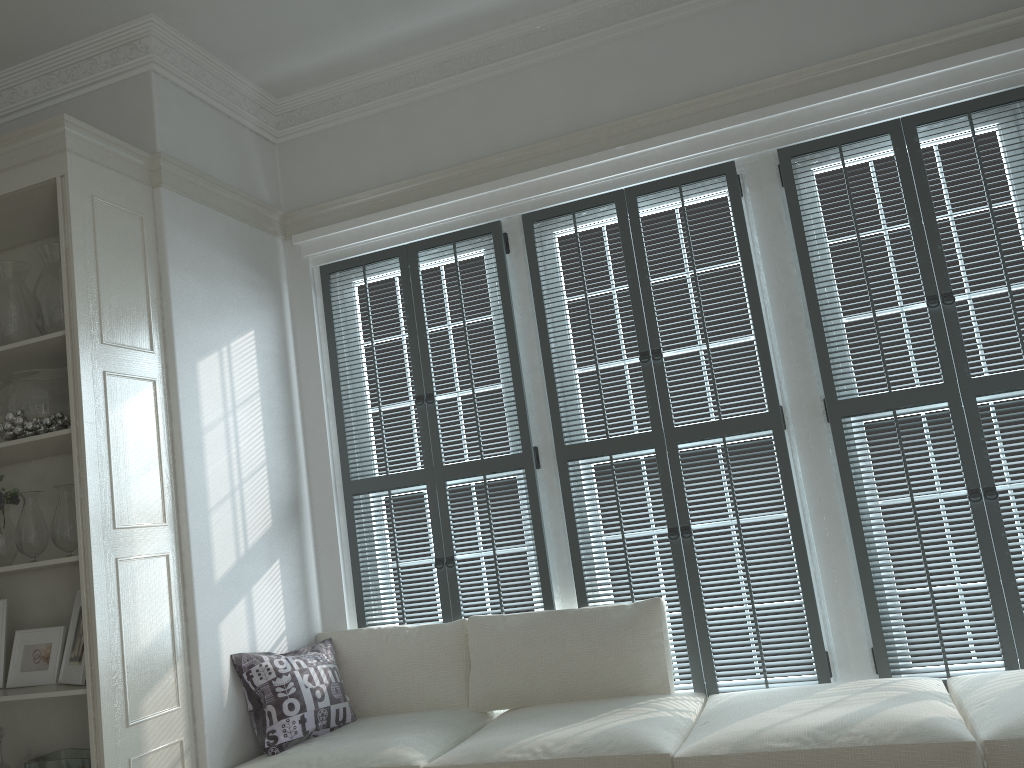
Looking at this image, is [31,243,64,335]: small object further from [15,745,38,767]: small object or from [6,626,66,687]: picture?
[15,745,38,767]: small object

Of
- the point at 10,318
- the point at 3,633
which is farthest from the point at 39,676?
the point at 10,318

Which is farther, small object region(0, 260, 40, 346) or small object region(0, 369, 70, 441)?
small object region(0, 260, 40, 346)

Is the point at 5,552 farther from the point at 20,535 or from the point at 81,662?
the point at 81,662

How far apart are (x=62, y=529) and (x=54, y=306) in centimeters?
76cm

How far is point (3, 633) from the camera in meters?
3.1

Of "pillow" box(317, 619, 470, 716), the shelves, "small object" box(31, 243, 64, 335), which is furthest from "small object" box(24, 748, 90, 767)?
"small object" box(31, 243, 64, 335)

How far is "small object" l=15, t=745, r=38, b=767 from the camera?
3.1m

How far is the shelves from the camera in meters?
2.7

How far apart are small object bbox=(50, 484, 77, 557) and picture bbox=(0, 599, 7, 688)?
0.4 meters
